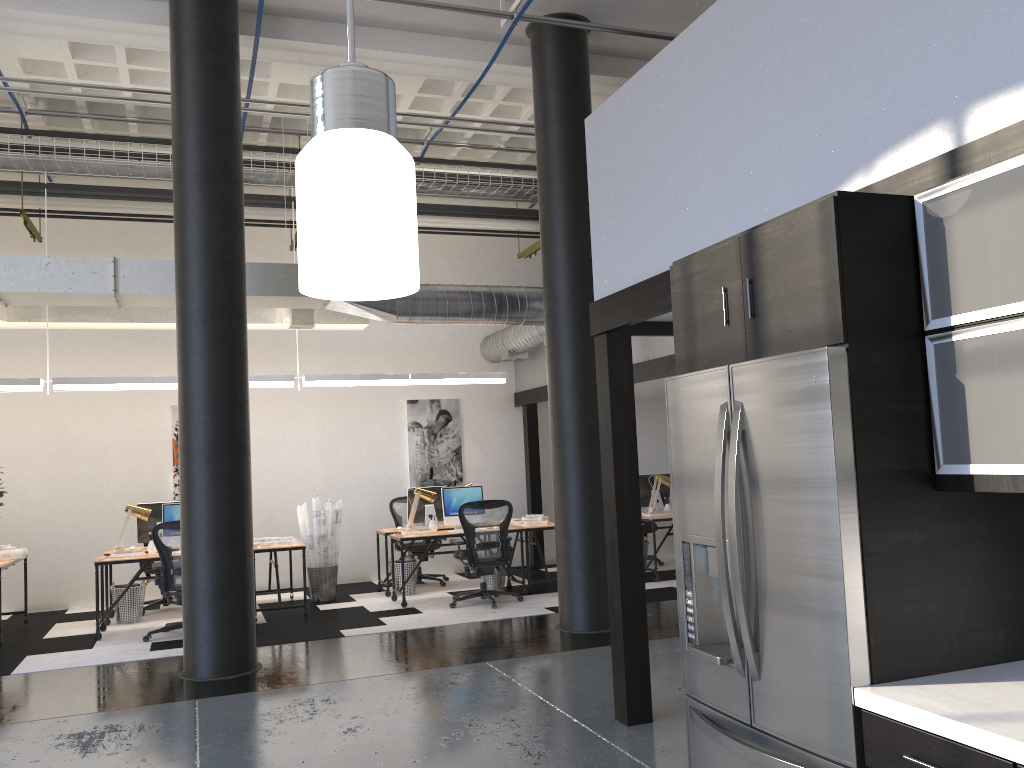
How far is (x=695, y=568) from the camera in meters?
2.9 m

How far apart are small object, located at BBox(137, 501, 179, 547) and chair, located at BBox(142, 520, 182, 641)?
1.3 meters

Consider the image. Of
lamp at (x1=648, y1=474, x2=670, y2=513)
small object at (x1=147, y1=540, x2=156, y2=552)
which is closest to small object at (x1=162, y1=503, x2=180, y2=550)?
small object at (x1=147, y1=540, x2=156, y2=552)

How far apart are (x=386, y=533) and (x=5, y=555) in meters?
3.8 m

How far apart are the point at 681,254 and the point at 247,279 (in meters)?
4.60

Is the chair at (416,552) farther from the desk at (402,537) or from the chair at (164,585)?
the chair at (164,585)

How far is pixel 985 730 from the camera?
1.9m

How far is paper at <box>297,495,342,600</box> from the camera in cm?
983

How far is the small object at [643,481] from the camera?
11.2 meters

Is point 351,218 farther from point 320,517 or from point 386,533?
point 386,533
